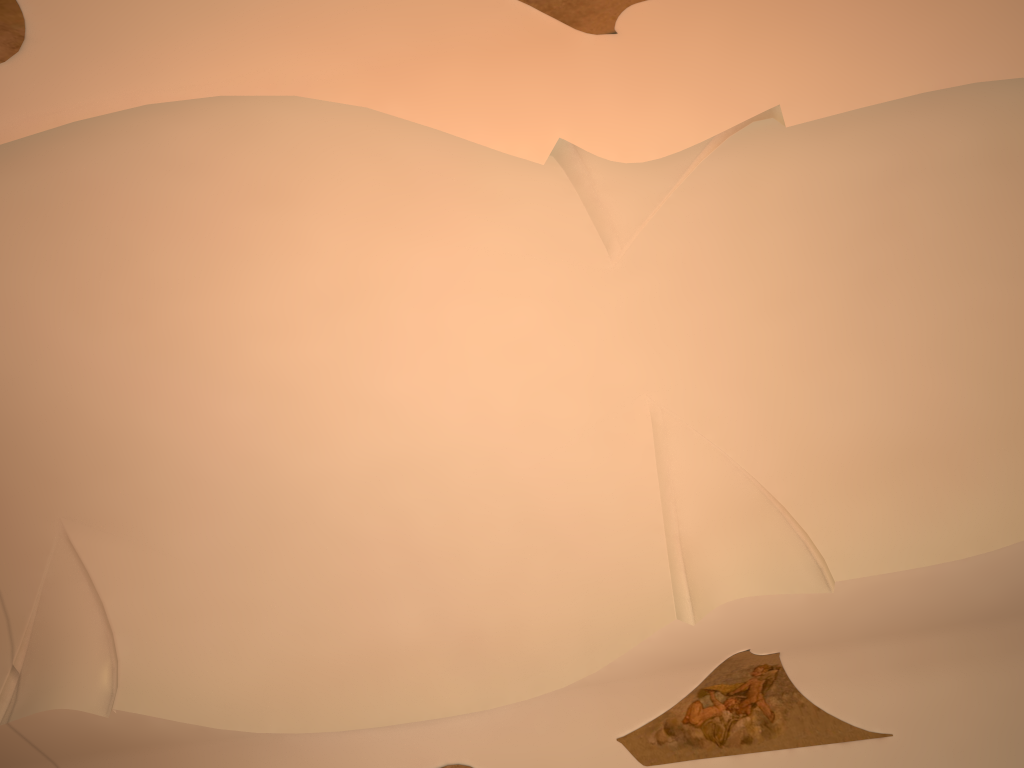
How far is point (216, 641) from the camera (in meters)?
10.40

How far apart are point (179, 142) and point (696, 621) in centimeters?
630cm
